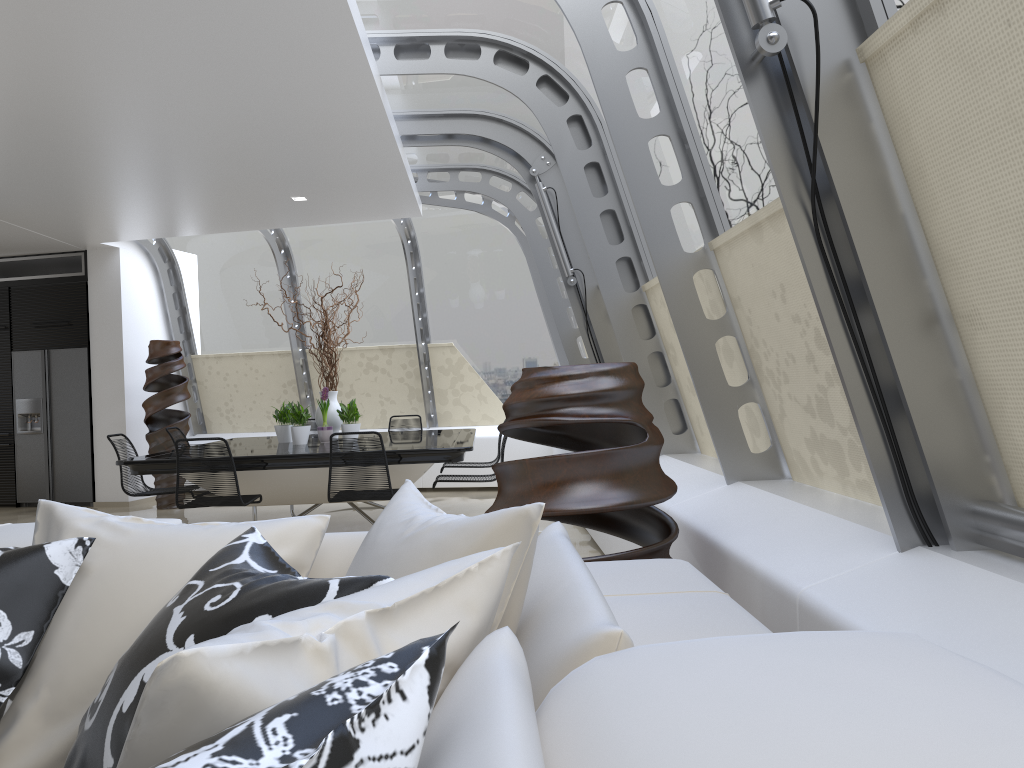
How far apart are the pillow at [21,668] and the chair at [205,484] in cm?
426

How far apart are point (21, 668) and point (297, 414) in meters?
5.9 m

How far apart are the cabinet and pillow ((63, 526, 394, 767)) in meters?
9.4 m

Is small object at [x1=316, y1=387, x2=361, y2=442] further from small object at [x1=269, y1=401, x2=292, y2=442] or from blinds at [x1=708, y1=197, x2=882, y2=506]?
blinds at [x1=708, y1=197, x2=882, y2=506]

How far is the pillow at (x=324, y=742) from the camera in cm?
66

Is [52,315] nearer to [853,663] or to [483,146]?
[483,146]

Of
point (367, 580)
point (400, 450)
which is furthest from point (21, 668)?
point (400, 450)

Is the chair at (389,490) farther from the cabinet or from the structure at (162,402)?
the cabinet

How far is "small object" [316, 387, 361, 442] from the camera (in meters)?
7.43

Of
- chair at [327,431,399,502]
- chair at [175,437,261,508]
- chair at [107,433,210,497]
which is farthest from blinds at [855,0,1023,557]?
chair at [107,433,210,497]
